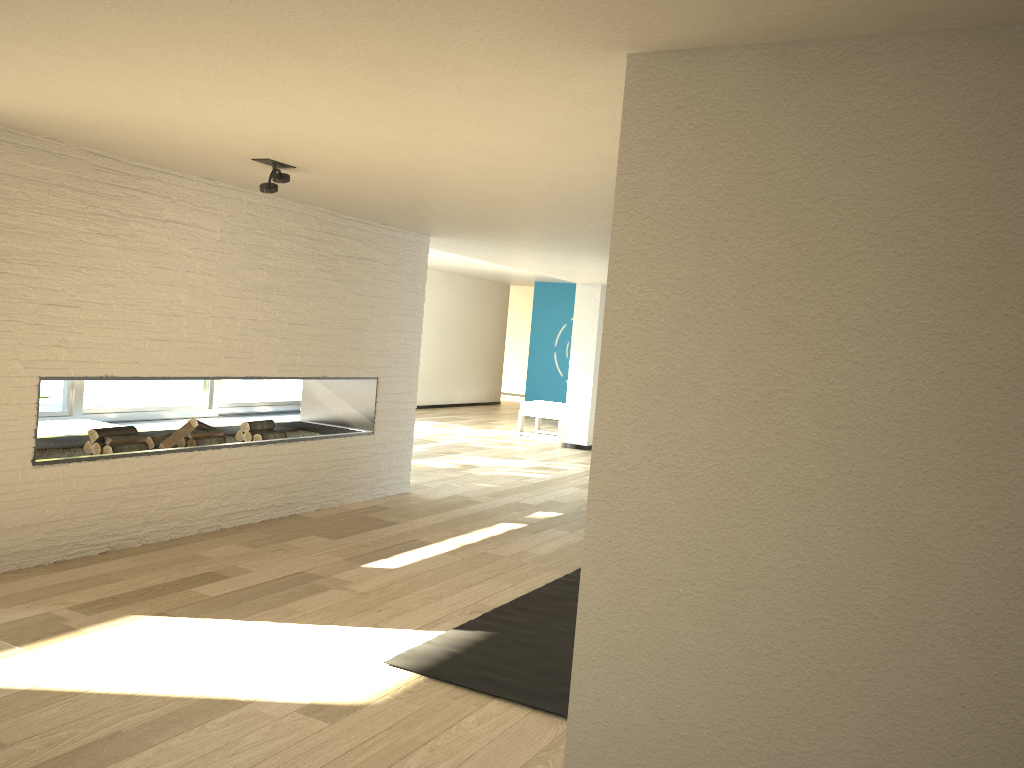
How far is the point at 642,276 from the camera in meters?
2.1 m

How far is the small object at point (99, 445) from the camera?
4.7m

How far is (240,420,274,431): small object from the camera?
5.74m

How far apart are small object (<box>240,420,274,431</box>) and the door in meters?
3.8

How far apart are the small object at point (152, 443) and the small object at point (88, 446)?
0.39m

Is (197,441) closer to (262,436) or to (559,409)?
(262,436)

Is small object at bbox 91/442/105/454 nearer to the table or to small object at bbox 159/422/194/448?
small object at bbox 159/422/194/448

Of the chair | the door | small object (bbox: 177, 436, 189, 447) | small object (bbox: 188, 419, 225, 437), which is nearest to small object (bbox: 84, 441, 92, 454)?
small object (bbox: 177, 436, 189, 447)

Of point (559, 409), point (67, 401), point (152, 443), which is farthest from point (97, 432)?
point (559, 409)

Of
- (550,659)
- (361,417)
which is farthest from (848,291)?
(361,417)
